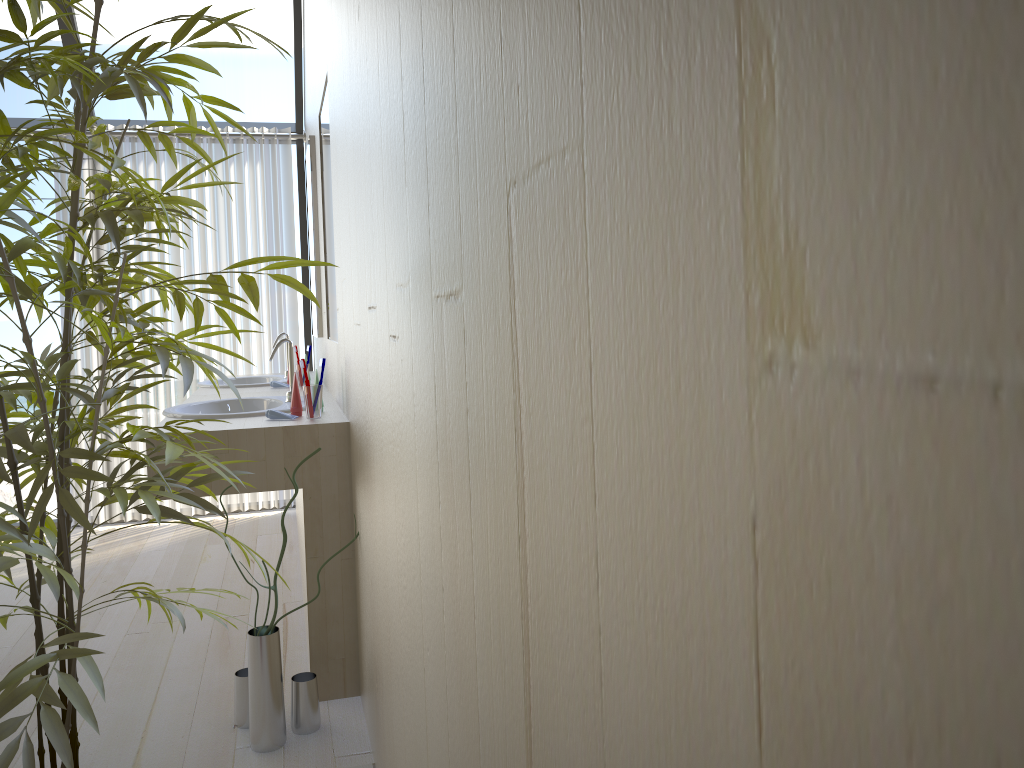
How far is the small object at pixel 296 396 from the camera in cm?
264

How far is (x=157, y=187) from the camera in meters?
4.6 m

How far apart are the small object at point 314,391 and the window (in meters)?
2.47

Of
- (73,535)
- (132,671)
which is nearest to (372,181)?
(132,671)

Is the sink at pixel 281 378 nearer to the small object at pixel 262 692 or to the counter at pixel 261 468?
the counter at pixel 261 468

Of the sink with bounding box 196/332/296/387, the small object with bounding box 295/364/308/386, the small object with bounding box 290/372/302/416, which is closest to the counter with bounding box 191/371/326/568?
the sink with bounding box 196/332/296/387

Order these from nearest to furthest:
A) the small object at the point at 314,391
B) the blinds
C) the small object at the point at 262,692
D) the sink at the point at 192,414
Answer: the small object at the point at 262,692
the small object at the point at 314,391
the sink at the point at 192,414
the blinds

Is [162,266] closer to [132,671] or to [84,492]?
[132,671]

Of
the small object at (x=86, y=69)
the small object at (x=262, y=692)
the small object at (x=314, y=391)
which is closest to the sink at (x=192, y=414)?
the small object at (x=314, y=391)

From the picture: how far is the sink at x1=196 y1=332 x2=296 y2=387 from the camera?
4.2 meters
